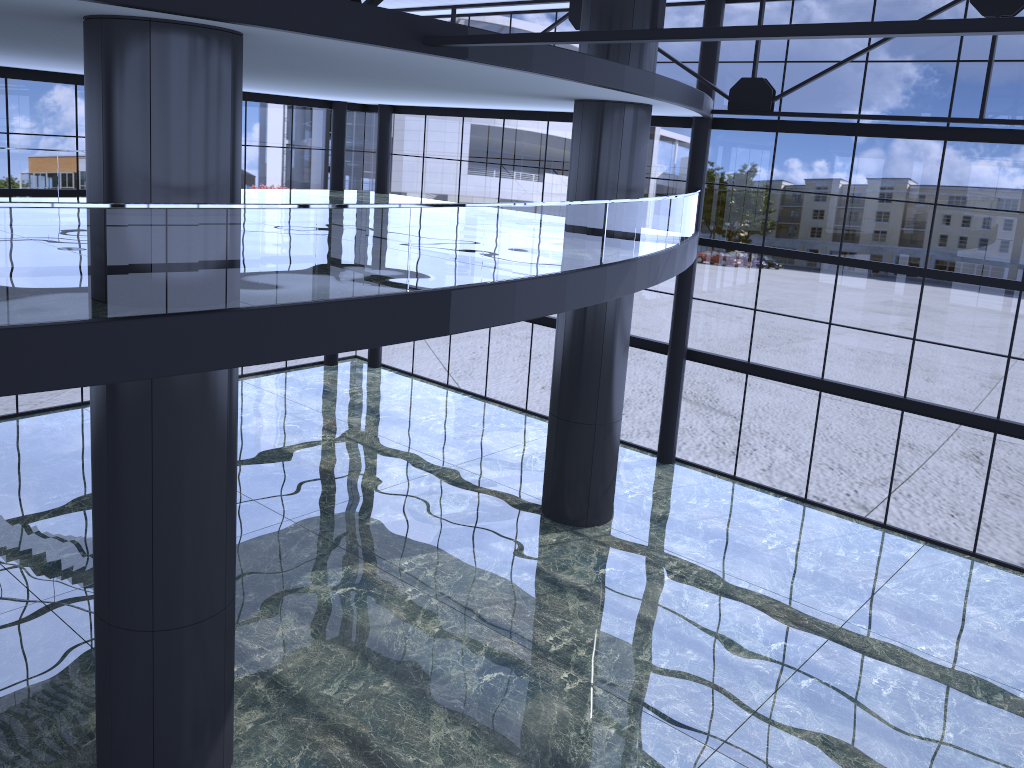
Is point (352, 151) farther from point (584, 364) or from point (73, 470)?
point (584, 364)
